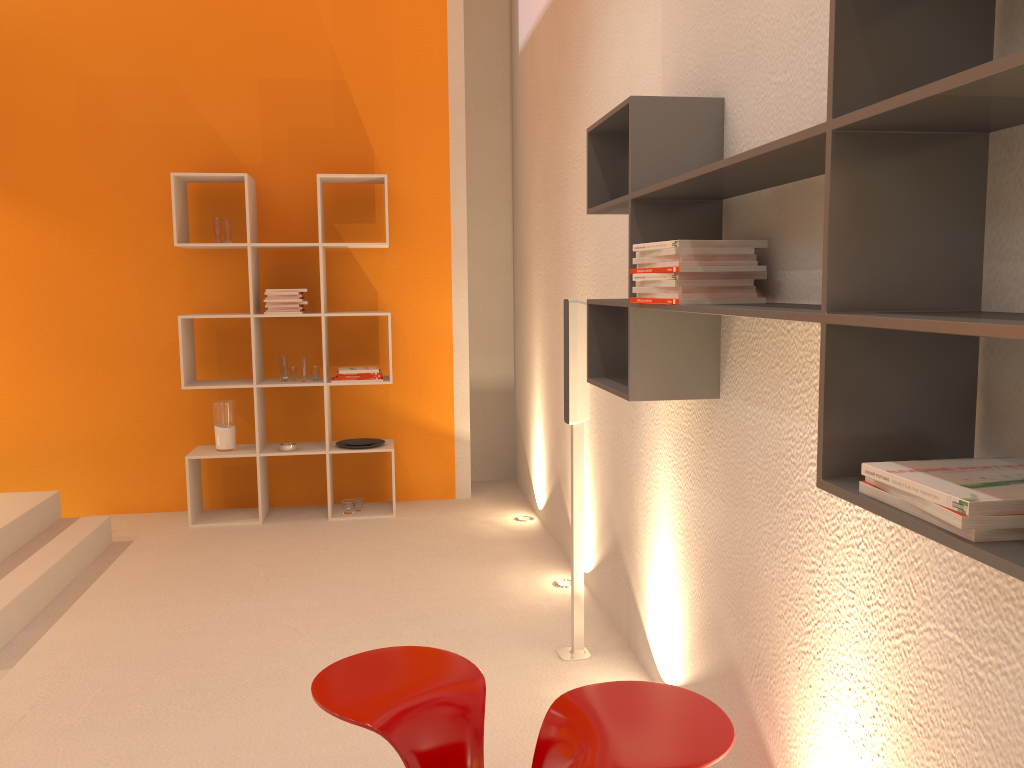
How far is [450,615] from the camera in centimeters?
370cm

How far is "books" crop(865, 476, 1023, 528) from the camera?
1.01m

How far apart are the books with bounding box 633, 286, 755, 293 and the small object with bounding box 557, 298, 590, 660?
1.13m

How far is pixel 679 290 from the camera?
2.0m

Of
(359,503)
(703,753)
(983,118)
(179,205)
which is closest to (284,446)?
(359,503)

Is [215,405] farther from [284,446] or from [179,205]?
[179,205]

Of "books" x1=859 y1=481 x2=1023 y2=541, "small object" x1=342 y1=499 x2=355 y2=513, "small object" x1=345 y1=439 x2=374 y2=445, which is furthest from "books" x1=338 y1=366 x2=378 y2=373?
"books" x1=859 y1=481 x2=1023 y2=541

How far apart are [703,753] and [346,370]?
3.7m

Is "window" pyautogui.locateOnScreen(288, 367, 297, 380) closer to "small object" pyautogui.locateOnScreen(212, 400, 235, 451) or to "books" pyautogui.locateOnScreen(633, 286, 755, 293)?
"small object" pyautogui.locateOnScreen(212, 400, 235, 451)

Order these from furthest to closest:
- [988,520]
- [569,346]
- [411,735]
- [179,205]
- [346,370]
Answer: [346,370]
[179,205]
[569,346]
[411,735]
[988,520]
